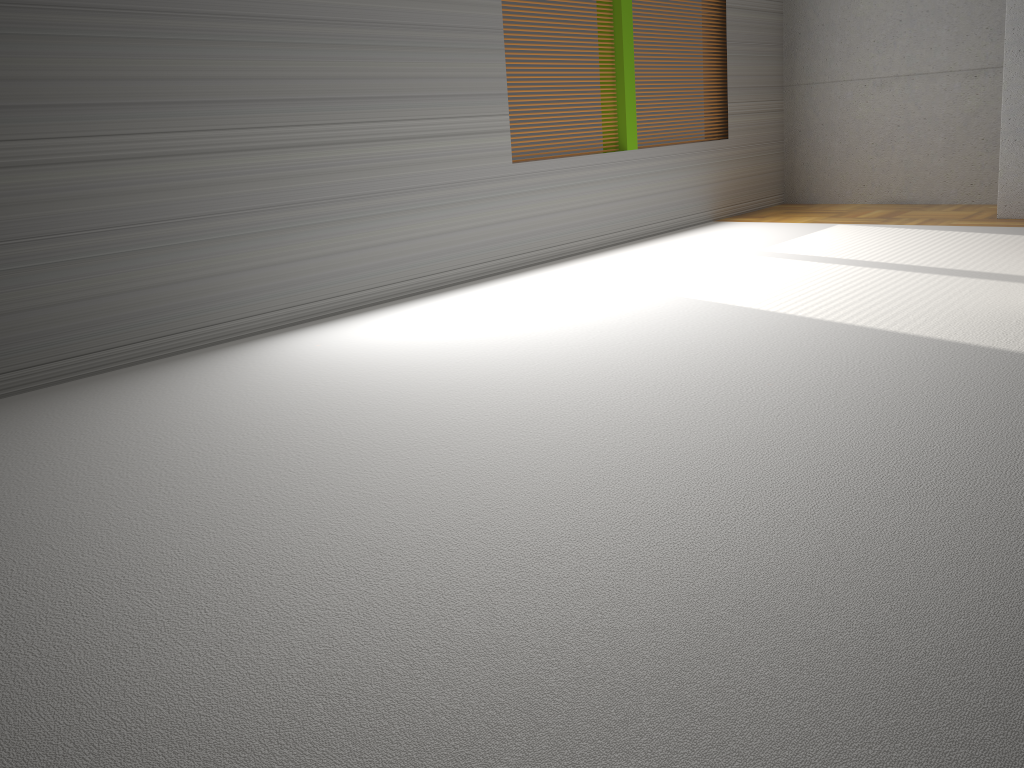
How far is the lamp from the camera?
6.0 meters

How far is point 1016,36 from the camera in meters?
6.0 m

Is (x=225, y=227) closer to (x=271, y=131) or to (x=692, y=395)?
(x=271, y=131)

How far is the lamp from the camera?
5.97m
